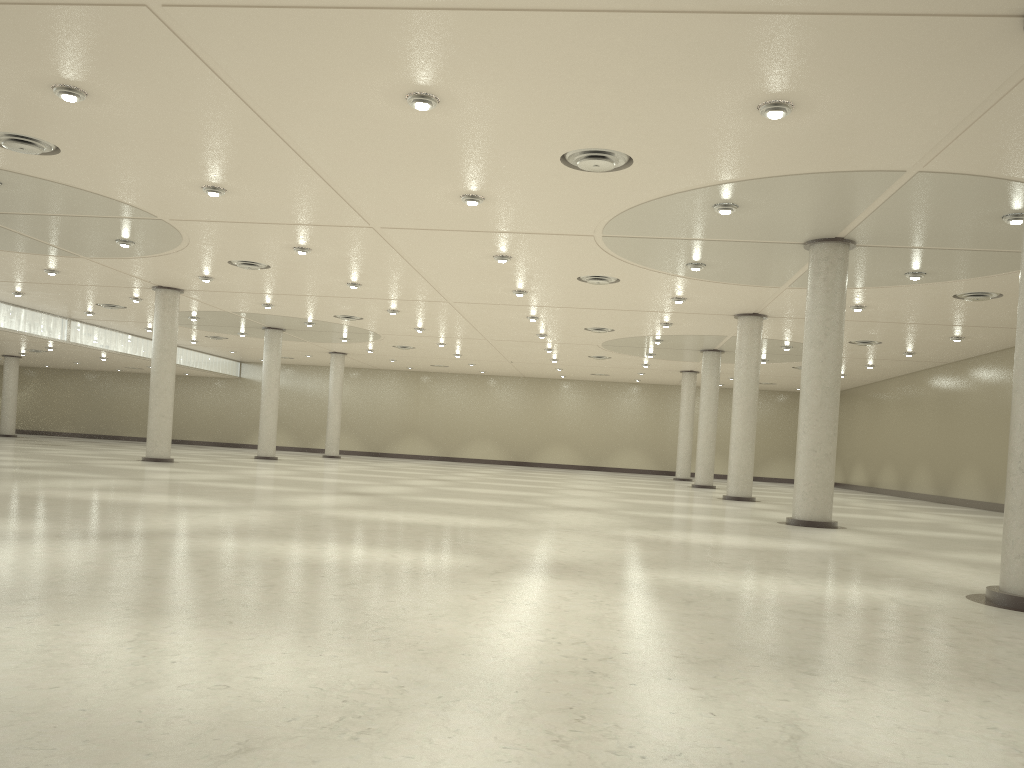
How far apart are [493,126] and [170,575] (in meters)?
18.17

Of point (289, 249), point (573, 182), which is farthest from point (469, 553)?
point (289, 249)

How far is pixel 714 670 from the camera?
11.1 meters
